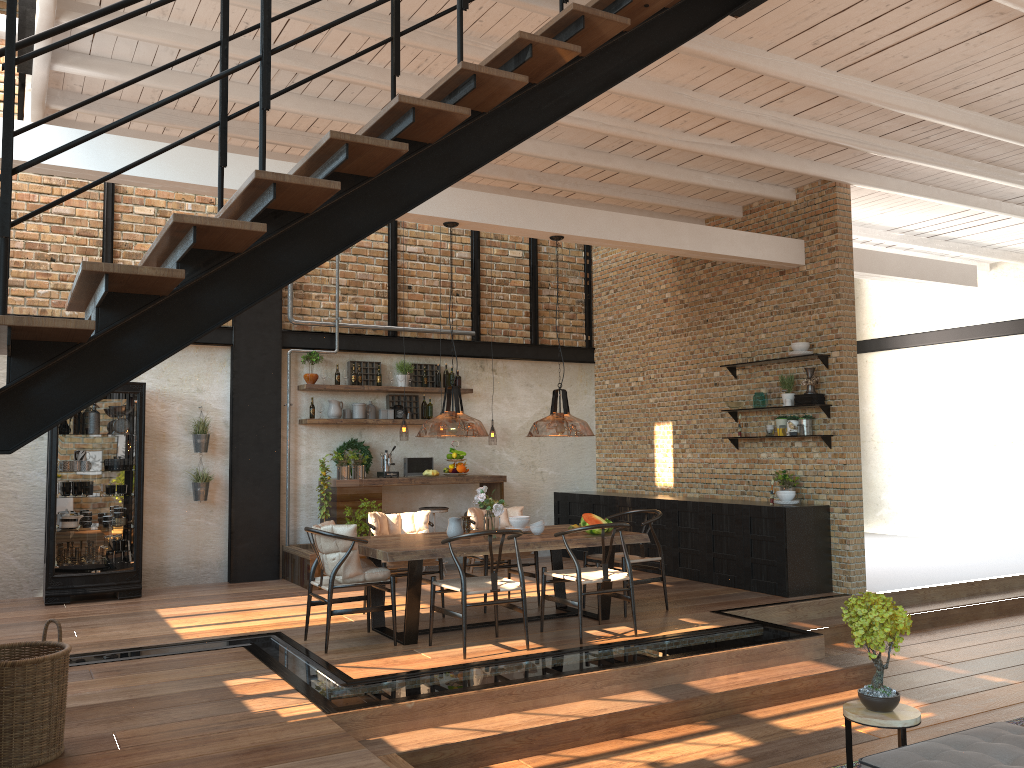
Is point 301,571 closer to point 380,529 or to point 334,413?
point 334,413

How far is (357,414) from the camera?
10.4 meters

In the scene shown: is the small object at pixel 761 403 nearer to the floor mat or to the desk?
the desk

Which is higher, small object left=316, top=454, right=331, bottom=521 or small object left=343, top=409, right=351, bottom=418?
small object left=343, top=409, right=351, bottom=418

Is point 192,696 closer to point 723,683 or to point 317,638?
point 317,638

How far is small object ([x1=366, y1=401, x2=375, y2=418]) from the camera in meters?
10.6

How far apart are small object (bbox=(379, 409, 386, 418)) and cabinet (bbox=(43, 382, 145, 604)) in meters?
2.7

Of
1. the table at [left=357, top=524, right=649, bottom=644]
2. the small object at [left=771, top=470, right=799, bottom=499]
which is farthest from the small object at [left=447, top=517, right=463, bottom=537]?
the small object at [left=771, top=470, right=799, bottom=499]

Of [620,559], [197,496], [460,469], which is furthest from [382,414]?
[620,559]

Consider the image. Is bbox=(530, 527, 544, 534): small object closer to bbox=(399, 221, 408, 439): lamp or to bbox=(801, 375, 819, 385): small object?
bbox=(801, 375, 819, 385): small object
